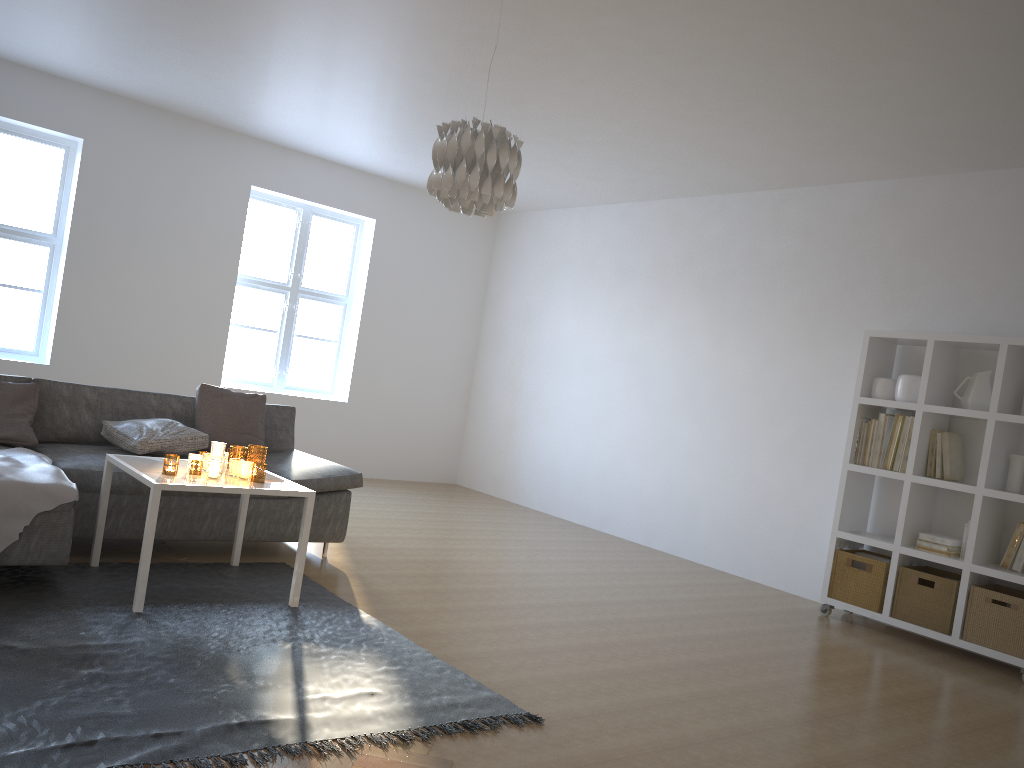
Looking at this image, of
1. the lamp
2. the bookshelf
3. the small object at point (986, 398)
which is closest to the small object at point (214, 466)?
the lamp

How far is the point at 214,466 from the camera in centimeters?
369cm

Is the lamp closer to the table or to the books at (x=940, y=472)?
the table

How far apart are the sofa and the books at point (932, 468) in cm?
325

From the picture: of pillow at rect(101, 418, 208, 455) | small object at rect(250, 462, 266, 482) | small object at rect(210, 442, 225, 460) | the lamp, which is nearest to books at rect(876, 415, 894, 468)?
the lamp

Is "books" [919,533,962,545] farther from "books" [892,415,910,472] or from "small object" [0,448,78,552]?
"small object" [0,448,78,552]

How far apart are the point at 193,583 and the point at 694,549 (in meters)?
3.89

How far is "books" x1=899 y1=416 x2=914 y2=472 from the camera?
5.1m

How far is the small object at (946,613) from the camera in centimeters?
481cm

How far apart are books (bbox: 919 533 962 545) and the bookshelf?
0.09m
